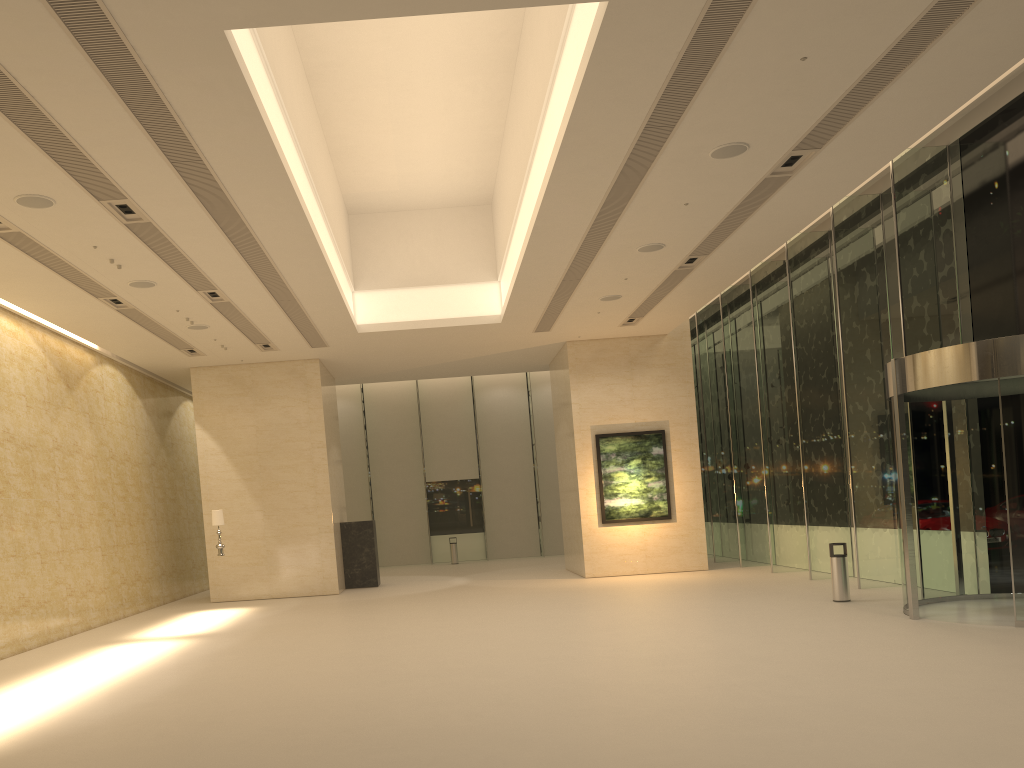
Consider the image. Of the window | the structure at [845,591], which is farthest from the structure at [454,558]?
the structure at [845,591]

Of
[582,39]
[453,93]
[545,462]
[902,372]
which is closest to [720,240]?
[902,372]

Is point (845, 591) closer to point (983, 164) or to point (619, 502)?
point (983, 164)

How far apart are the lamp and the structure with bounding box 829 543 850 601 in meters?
12.3

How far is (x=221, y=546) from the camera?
18.7 meters

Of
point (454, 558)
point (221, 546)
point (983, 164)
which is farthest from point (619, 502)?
point (983, 164)

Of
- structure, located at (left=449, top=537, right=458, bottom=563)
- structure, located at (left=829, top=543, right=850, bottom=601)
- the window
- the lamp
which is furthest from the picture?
structure, located at (left=449, top=537, right=458, bottom=563)

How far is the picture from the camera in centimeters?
2184cm

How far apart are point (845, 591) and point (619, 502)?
8.0 meters

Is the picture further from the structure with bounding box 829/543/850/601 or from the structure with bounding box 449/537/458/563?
the structure with bounding box 449/537/458/563
